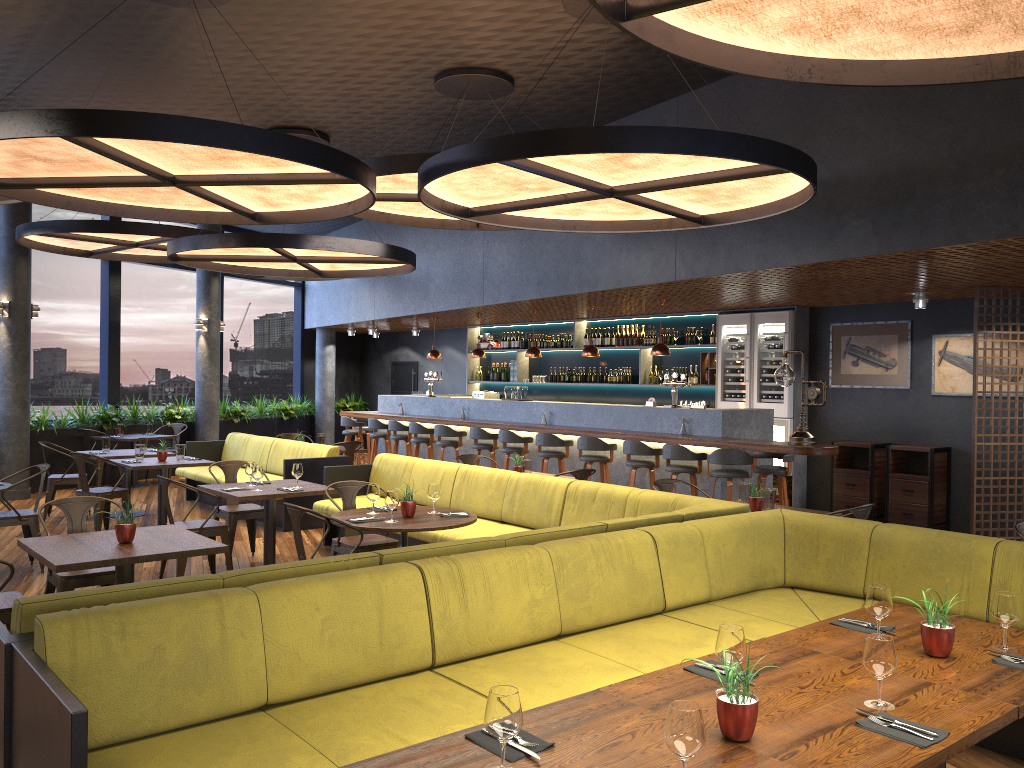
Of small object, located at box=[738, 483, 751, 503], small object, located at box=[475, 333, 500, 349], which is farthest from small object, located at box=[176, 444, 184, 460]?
small object, located at box=[475, 333, 500, 349]

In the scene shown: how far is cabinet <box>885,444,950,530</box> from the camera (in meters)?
9.87

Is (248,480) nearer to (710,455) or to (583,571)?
(710,455)

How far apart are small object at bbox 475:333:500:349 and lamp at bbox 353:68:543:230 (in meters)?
6.60

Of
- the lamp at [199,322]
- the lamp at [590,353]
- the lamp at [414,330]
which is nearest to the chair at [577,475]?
the lamp at [590,353]

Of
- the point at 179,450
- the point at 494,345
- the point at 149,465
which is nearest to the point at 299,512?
the point at 149,465

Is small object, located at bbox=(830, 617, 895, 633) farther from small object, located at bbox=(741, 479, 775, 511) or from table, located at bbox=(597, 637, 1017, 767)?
small object, located at bbox=(741, 479, 775, 511)

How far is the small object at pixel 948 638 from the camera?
3.1 meters

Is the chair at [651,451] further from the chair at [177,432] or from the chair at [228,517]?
the chair at [177,432]

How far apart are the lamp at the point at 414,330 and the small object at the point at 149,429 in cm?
551
